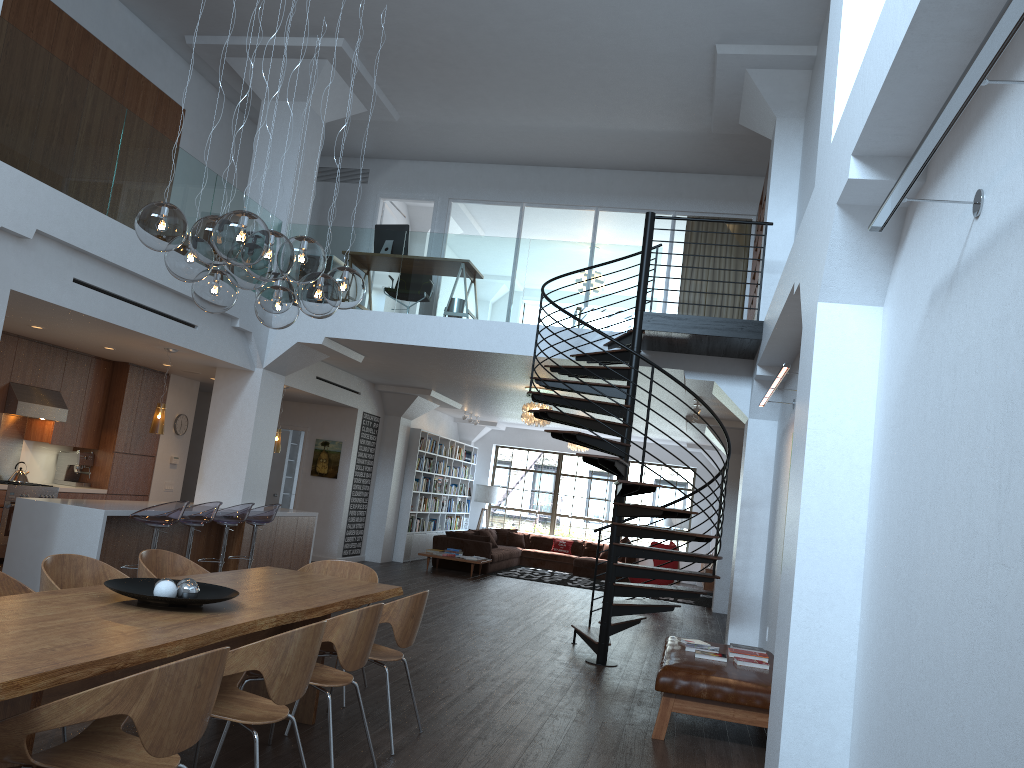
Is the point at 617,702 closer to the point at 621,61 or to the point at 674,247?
the point at 621,61

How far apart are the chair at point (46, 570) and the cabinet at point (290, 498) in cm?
1177

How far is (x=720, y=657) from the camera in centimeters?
632cm

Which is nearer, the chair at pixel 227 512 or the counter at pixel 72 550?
the counter at pixel 72 550

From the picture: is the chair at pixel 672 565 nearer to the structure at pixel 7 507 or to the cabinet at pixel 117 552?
the cabinet at pixel 117 552

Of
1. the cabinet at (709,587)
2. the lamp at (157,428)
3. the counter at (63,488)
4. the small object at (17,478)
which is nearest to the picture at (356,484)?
the counter at (63,488)

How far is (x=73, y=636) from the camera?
3.12m

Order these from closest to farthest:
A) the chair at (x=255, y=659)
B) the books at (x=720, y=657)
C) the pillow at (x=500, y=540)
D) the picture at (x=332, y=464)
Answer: the chair at (x=255, y=659) → the books at (x=720, y=657) → the picture at (x=332, y=464) → the pillow at (x=500, y=540)

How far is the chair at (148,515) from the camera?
7.8m

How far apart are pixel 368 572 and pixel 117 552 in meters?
3.6 m
